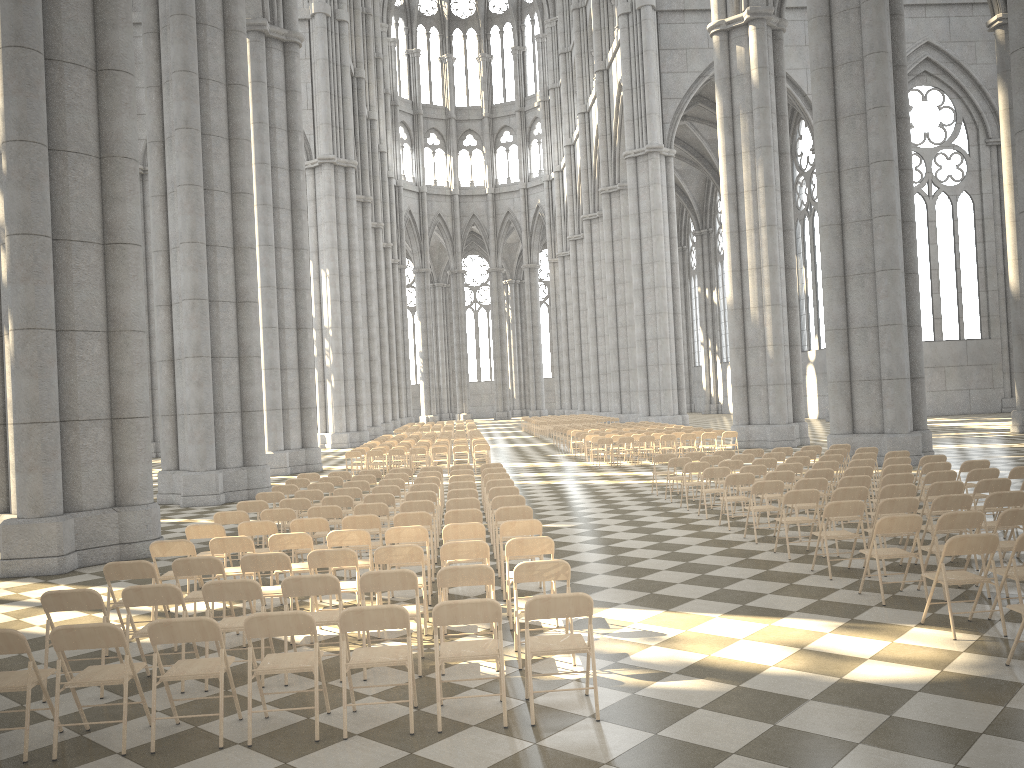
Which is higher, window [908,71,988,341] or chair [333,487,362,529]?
window [908,71,988,341]

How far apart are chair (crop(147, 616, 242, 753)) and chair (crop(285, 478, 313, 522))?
10.01m

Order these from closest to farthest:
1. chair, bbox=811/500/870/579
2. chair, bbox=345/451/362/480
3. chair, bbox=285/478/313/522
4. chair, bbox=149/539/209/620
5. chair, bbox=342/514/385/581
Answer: chair, bbox=149/539/209/620 < chair, bbox=811/500/870/579 < chair, bbox=342/514/385/581 < chair, bbox=285/478/313/522 < chair, bbox=345/451/362/480

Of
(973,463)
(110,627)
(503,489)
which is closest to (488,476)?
(503,489)

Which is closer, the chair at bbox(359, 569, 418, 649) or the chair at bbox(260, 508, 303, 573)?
the chair at bbox(359, 569, 418, 649)

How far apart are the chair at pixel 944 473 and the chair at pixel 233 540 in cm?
859

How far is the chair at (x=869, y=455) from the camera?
15.2m

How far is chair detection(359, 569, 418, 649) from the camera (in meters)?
6.66

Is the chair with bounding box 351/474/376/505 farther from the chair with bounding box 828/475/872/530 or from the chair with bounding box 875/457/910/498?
the chair with bounding box 875/457/910/498

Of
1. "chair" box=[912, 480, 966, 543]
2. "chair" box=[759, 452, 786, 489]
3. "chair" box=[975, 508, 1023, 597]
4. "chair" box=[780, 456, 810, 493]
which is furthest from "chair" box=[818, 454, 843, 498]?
"chair" box=[975, 508, 1023, 597]
